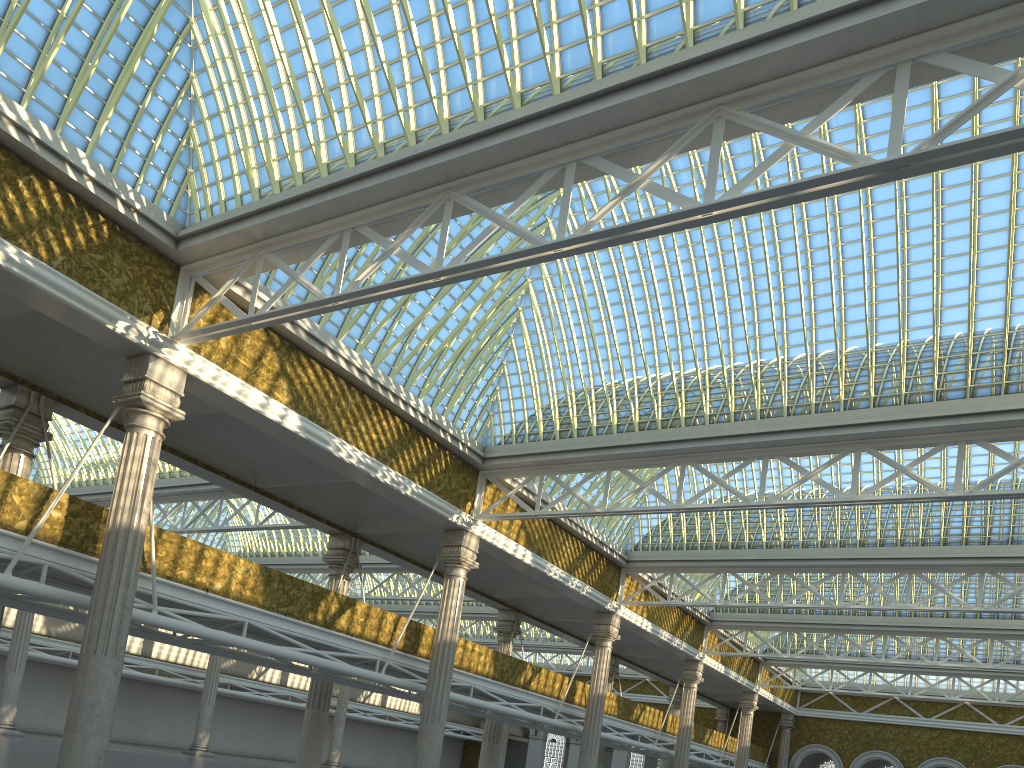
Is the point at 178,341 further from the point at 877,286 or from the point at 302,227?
the point at 877,286

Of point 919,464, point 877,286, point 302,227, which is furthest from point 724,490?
point 302,227

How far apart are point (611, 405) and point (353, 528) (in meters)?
10.17
